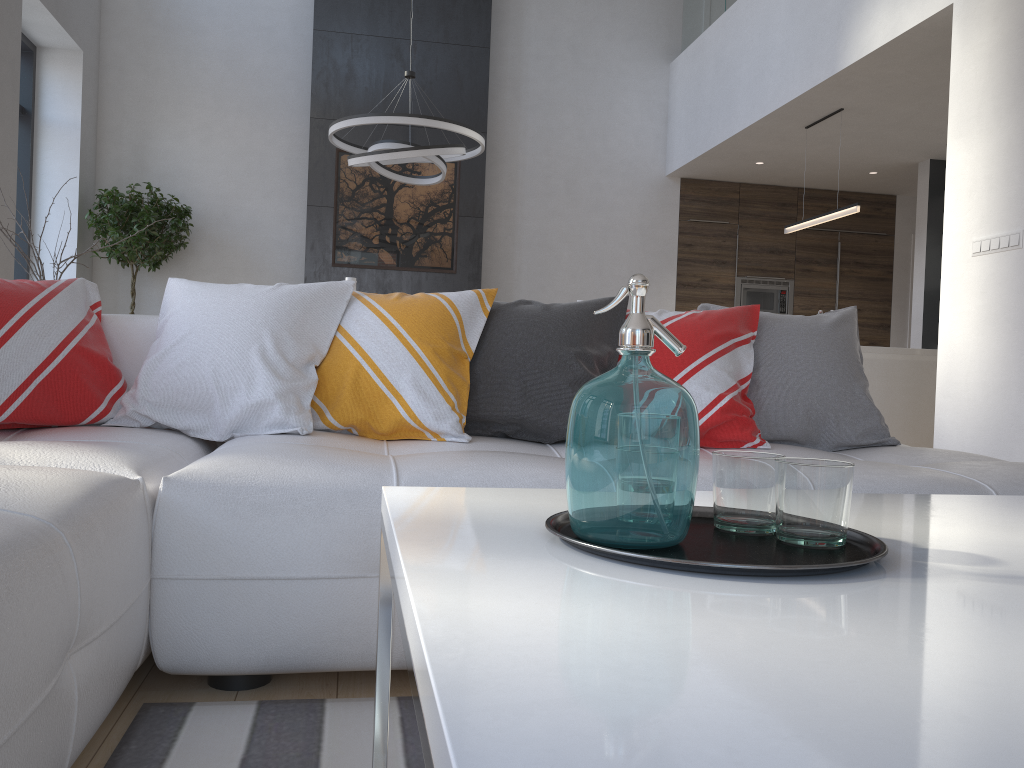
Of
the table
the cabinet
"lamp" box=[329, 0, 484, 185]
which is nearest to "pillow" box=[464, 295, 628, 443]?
the table

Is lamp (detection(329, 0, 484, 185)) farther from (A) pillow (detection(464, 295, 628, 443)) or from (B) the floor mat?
(B) the floor mat

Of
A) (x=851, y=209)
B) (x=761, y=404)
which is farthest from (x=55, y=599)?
(x=851, y=209)

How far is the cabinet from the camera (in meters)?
5.46

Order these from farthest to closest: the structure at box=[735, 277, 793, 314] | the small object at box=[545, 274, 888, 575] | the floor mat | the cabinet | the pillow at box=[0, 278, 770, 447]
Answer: the structure at box=[735, 277, 793, 314] → the cabinet → the pillow at box=[0, 278, 770, 447] → the floor mat → the small object at box=[545, 274, 888, 575]

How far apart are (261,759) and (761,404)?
1.6 meters

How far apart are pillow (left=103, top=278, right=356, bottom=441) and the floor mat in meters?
0.7 m

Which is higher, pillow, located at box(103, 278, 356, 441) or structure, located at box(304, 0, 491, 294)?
structure, located at box(304, 0, 491, 294)

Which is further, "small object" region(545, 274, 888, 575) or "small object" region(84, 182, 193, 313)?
"small object" region(84, 182, 193, 313)

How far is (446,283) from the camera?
7.7 meters
